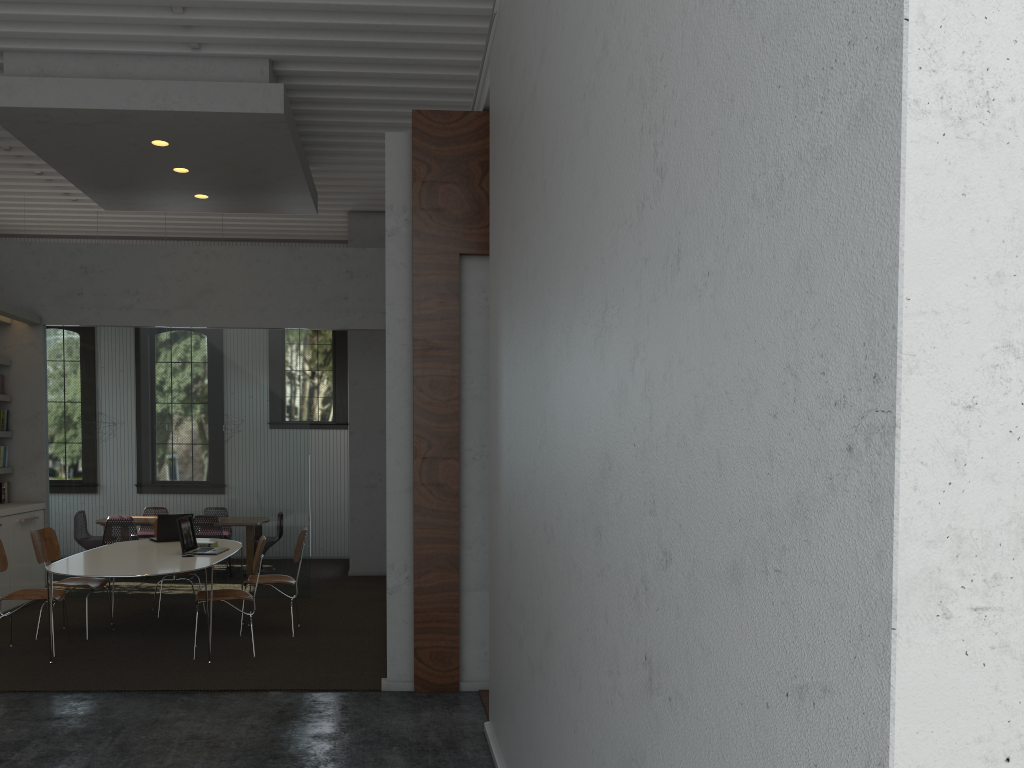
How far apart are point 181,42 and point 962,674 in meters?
7.0
